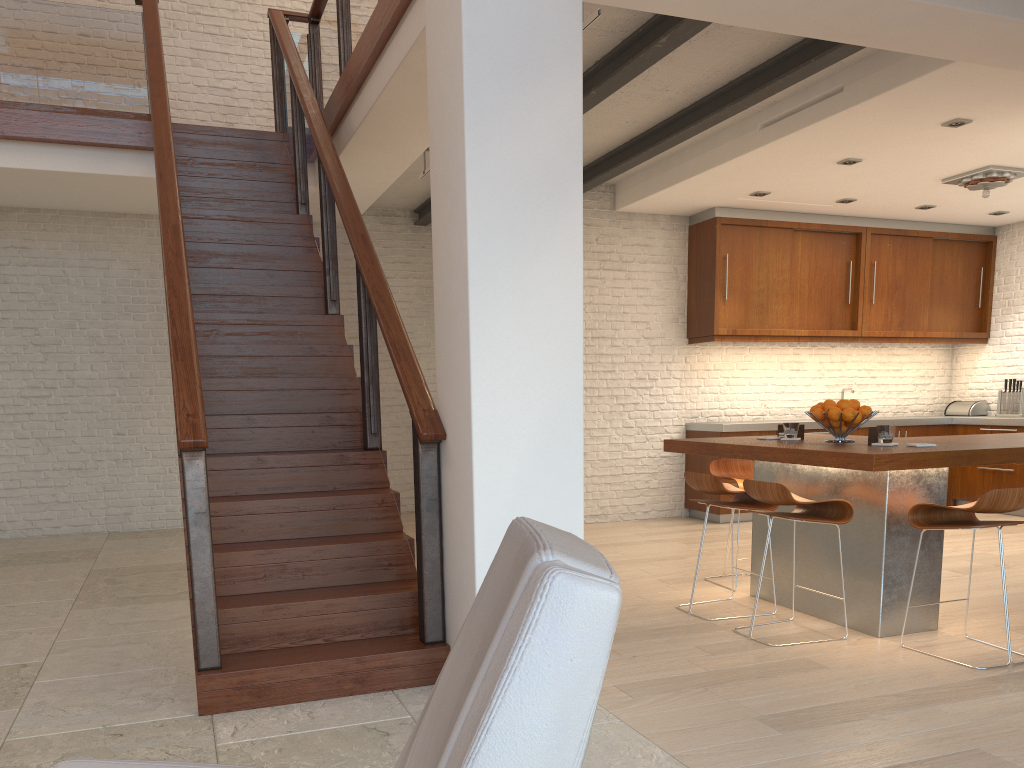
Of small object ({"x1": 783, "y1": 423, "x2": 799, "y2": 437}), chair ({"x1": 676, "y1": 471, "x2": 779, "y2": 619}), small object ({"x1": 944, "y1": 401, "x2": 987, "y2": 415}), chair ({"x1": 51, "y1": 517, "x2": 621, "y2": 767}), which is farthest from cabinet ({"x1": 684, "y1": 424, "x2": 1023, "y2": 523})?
chair ({"x1": 51, "y1": 517, "x2": 621, "y2": 767})

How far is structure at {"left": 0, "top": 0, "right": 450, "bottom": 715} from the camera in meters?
3.4

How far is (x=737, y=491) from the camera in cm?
449

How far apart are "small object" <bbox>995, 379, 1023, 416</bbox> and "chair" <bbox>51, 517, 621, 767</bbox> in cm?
900

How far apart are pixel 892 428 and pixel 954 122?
2.6 meters

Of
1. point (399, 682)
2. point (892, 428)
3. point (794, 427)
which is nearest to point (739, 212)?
point (794, 427)

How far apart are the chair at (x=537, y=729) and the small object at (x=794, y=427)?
3.8 meters

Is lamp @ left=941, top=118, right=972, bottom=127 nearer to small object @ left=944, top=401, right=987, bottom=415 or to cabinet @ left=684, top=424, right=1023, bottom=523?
cabinet @ left=684, top=424, right=1023, bottom=523

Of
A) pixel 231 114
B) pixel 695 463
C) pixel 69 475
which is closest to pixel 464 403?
pixel 695 463

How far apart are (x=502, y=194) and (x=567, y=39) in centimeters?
65cm
